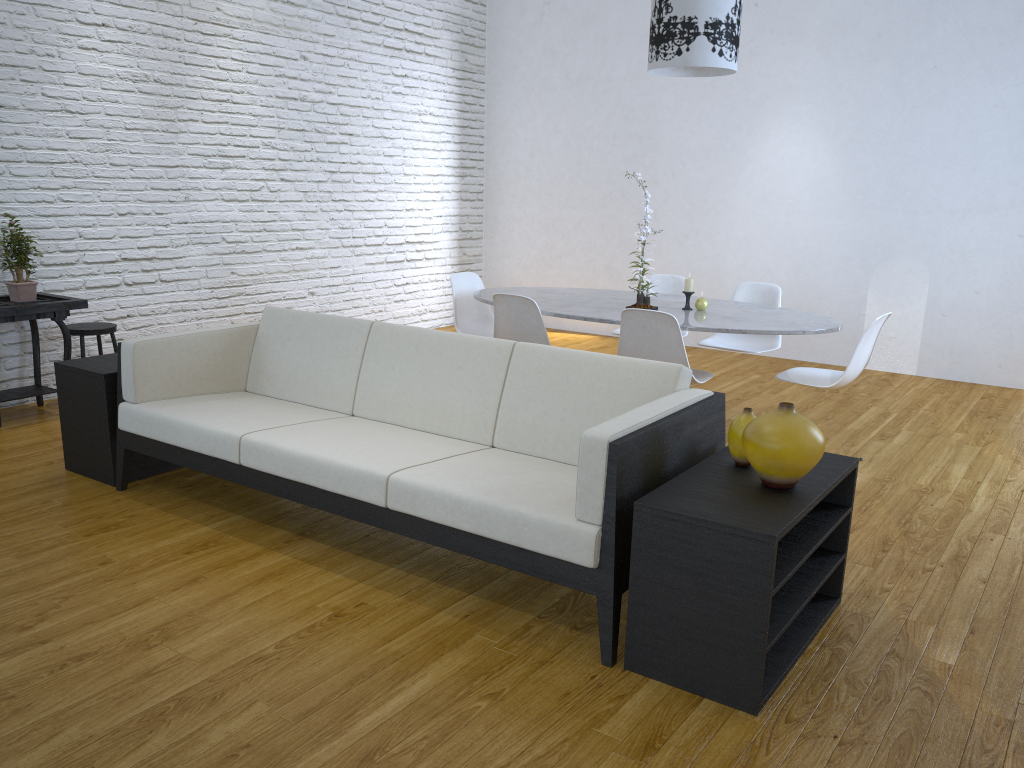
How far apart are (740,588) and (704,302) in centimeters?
240cm

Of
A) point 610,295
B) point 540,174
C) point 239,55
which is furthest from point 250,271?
point 540,174

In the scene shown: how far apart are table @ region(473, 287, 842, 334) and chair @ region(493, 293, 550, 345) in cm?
4

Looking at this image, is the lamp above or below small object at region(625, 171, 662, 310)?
above

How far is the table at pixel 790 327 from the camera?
3.8m

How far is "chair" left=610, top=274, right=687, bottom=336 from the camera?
5.10m

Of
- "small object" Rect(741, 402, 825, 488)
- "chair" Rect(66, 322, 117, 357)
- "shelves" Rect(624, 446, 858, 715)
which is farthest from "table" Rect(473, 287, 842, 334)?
"chair" Rect(66, 322, 117, 357)

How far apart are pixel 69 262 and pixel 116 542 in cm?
243

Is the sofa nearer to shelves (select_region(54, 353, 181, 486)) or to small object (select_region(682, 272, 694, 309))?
shelves (select_region(54, 353, 181, 486))

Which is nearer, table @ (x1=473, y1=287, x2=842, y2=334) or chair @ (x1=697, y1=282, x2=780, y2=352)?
table @ (x1=473, y1=287, x2=842, y2=334)
